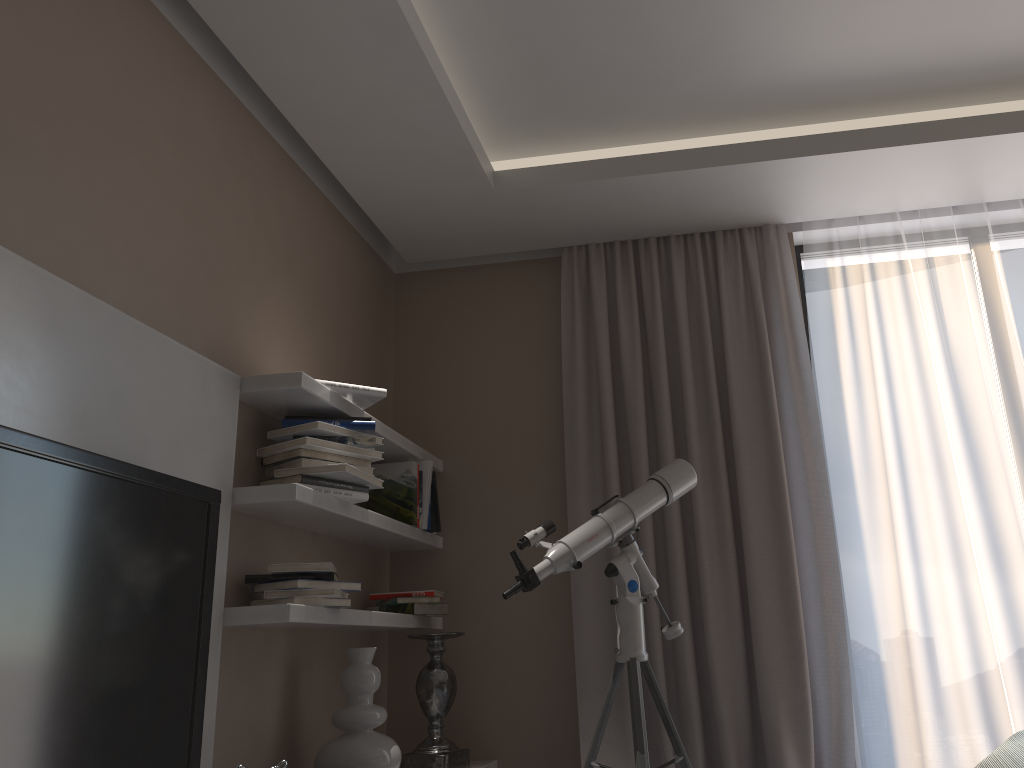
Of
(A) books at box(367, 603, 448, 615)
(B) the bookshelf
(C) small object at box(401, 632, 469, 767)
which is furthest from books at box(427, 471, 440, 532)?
(C) small object at box(401, 632, 469, 767)

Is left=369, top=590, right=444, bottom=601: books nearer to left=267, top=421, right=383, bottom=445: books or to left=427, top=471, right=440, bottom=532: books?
left=427, top=471, right=440, bottom=532: books

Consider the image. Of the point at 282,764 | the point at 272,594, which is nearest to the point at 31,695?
the point at 282,764

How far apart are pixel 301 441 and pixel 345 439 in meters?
0.2 m

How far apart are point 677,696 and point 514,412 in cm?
134

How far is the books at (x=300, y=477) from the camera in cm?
268

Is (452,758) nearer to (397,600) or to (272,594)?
(397,600)

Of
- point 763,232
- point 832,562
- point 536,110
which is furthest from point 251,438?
point 763,232

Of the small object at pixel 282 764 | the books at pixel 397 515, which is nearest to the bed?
the small object at pixel 282 764

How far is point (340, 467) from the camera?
2.7m
